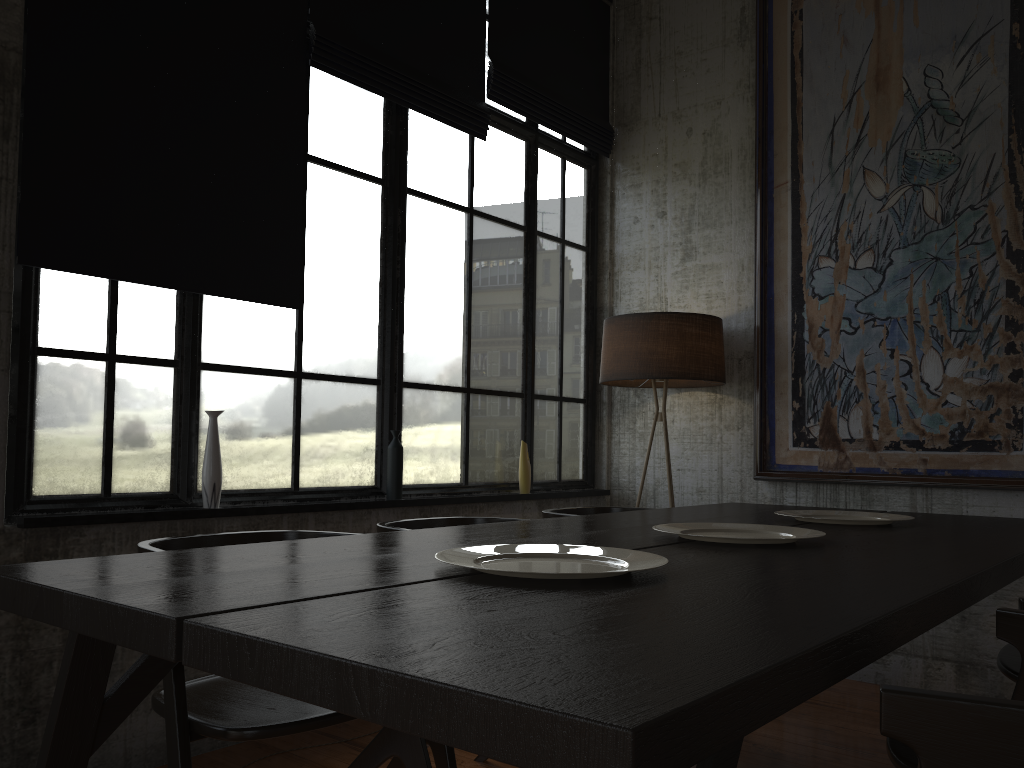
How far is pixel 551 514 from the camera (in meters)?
3.91

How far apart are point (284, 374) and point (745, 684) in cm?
334

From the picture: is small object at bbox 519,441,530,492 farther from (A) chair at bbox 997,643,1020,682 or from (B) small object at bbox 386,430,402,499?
(A) chair at bbox 997,643,1020,682

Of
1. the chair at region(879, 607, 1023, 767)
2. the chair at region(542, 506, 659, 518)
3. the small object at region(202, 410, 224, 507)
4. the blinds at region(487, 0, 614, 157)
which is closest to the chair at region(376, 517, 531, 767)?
the chair at region(542, 506, 659, 518)

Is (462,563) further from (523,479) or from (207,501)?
(523,479)

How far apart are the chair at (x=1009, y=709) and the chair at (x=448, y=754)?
1.7 meters

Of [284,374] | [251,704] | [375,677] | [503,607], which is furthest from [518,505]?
[375,677]

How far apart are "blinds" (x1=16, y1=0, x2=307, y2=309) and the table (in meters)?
1.59

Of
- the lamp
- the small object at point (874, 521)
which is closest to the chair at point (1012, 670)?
the small object at point (874, 521)

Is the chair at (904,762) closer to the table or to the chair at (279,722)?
the table
